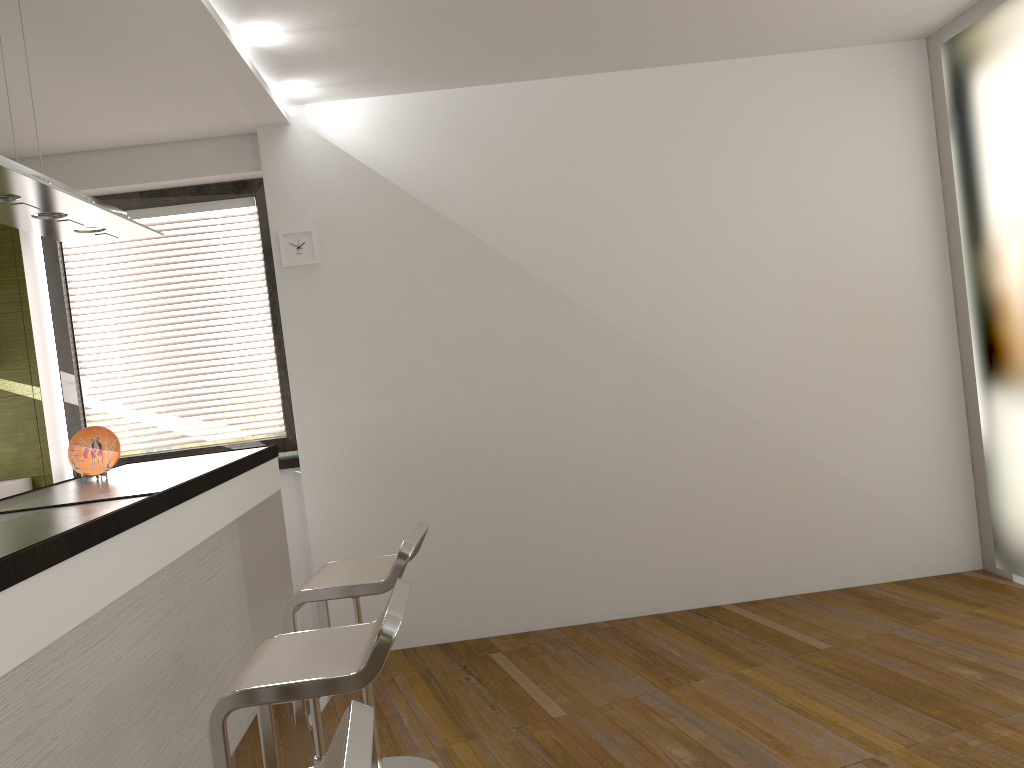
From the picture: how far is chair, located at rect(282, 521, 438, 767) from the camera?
2.8 meters

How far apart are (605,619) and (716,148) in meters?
2.5 m

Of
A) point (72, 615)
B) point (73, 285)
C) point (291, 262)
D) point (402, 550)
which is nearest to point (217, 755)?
point (72, 615)

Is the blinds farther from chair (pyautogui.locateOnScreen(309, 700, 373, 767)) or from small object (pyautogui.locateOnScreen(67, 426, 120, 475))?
chair (pyautogui.locateOnScreen(309, 700, 373, 767))

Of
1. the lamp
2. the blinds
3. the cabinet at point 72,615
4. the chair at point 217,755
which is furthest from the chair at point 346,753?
the blinds

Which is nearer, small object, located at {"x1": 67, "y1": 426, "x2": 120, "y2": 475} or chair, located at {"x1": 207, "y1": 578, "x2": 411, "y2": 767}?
chair, located at {"x1": 207, "y1": 578, "x2": 411, "y2": 767}

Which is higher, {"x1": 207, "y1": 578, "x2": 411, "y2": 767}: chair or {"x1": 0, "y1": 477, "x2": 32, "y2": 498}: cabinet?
{"x1": 0, "y1": 477, "x2": 32, "y2": 498}: cabinet

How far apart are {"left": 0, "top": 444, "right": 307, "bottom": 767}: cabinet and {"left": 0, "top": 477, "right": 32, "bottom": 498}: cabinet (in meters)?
0.93

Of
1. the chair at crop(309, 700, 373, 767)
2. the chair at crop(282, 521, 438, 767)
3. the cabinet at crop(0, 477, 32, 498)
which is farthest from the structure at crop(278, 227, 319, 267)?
the chair at crop(309, 700, 373, 767)

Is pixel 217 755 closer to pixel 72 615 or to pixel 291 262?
pixel 72 615
